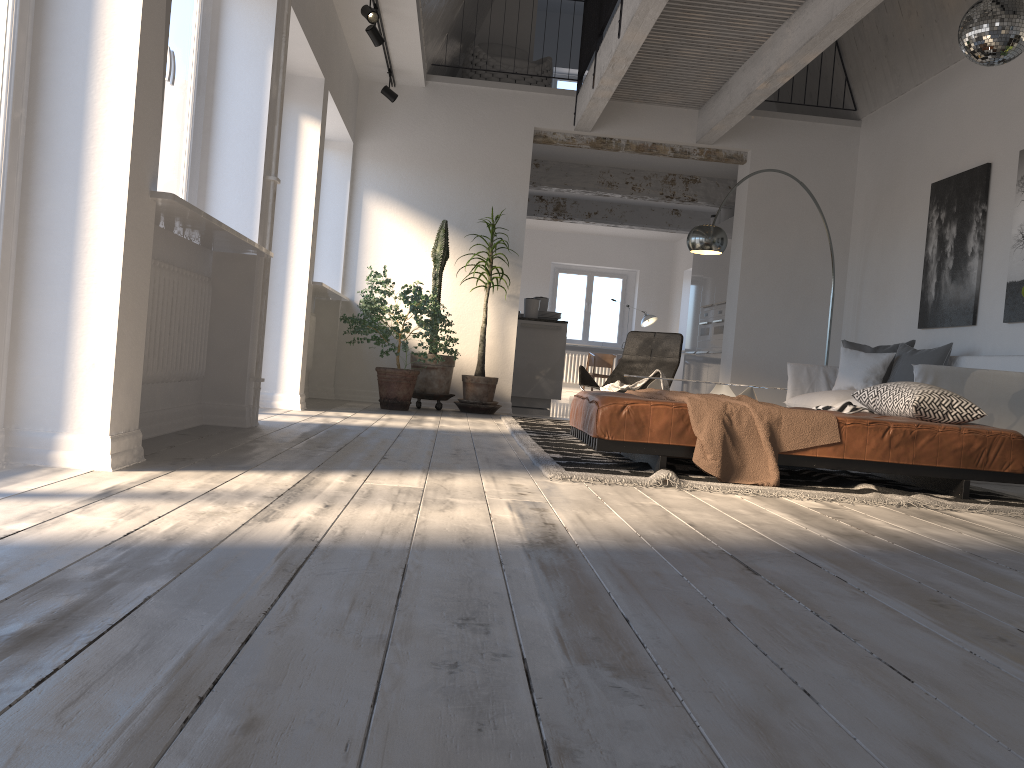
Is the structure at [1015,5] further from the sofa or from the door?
the door

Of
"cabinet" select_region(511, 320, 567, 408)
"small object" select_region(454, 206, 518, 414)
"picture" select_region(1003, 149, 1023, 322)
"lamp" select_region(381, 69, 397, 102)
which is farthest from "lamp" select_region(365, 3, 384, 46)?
"picture" select_region(1003, 149, 1023, 322)

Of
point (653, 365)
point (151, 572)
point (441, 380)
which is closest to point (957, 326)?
point (653, 365)

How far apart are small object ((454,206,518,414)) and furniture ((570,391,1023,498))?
3.2m

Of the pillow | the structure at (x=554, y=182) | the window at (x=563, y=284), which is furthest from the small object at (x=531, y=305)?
the window at (x=563, y=284)

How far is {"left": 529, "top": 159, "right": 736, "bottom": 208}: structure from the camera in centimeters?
1051cm

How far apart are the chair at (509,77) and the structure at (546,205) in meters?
3.0 m

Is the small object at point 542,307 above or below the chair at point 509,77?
below

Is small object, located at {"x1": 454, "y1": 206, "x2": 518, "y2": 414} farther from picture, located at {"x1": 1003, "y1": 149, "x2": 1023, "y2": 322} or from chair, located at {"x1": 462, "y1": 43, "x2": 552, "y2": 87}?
picture, located at {"x1": 1003, "y1": 149, "x2": 1023, "y2": 322}

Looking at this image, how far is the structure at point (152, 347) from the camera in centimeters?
379cm
